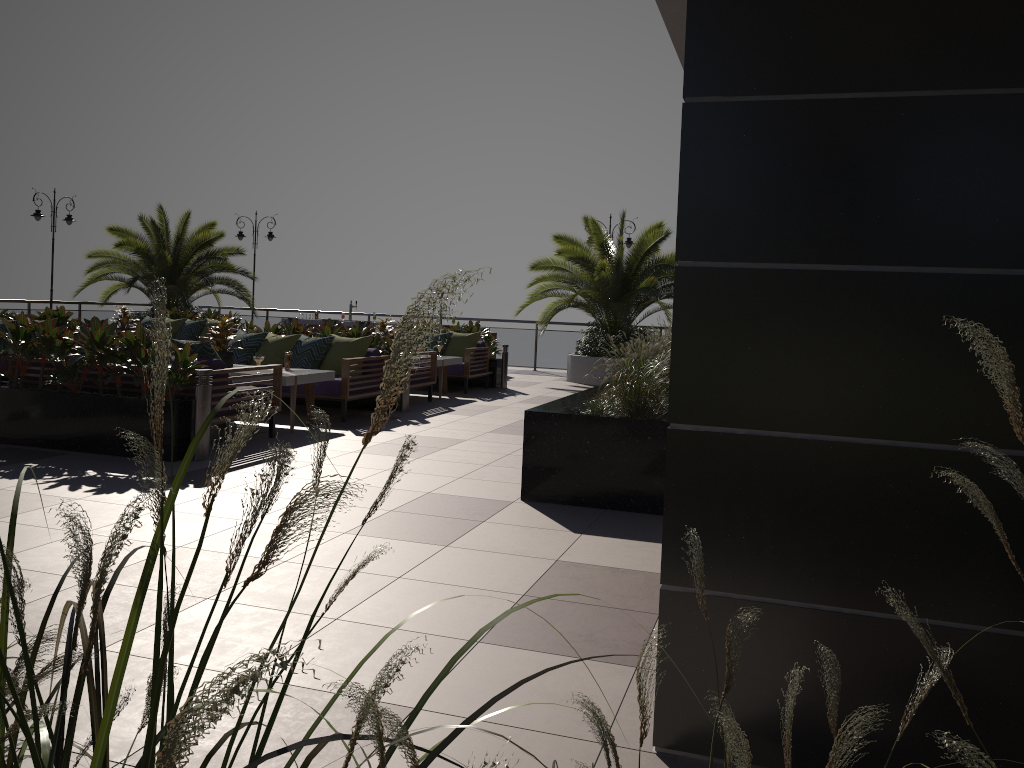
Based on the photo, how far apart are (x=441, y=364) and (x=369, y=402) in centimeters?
178cm

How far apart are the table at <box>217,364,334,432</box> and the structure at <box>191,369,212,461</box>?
1.45m

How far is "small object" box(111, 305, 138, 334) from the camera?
13.80m

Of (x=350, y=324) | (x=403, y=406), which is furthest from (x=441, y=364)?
(x=350, y=324)

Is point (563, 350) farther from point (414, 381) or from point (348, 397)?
point (348, 397)

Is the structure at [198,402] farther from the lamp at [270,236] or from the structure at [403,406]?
the lamp at [270,236]

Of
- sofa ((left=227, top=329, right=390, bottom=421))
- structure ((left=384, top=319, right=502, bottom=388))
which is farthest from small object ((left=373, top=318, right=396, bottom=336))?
sofa ((left=227, top=329, right=390, bottom=421))

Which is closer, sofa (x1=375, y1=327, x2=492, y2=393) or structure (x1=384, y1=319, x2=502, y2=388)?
sofa (x1=375, y1=327, x2=492, y2=393)

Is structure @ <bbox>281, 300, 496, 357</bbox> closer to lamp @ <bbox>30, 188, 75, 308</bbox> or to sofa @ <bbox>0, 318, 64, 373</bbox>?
lamp @ <bbox>30, 188, 75, 308</bbox>

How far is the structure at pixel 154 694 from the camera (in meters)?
0.44
